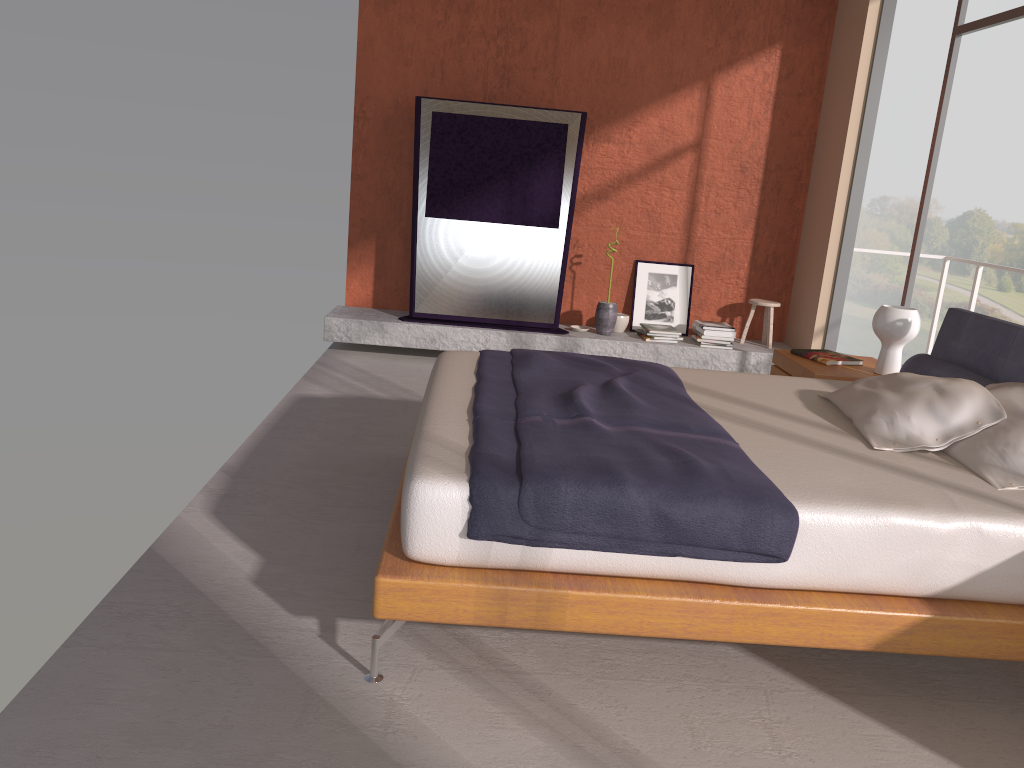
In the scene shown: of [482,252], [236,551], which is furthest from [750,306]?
[236,551]

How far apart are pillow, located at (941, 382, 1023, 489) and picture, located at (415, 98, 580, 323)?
3.5m

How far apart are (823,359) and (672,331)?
2.0m

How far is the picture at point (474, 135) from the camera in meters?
6.3 m

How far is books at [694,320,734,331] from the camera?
6.5m

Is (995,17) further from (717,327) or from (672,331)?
(672,331)

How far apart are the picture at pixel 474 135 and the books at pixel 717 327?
1.12m

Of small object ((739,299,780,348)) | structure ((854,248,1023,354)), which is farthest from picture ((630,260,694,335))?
structure ((854,248,1023,354))

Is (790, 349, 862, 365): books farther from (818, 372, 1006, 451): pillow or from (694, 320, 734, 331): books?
(694, 320, 734, 331): books

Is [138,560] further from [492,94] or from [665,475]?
[492,94]
